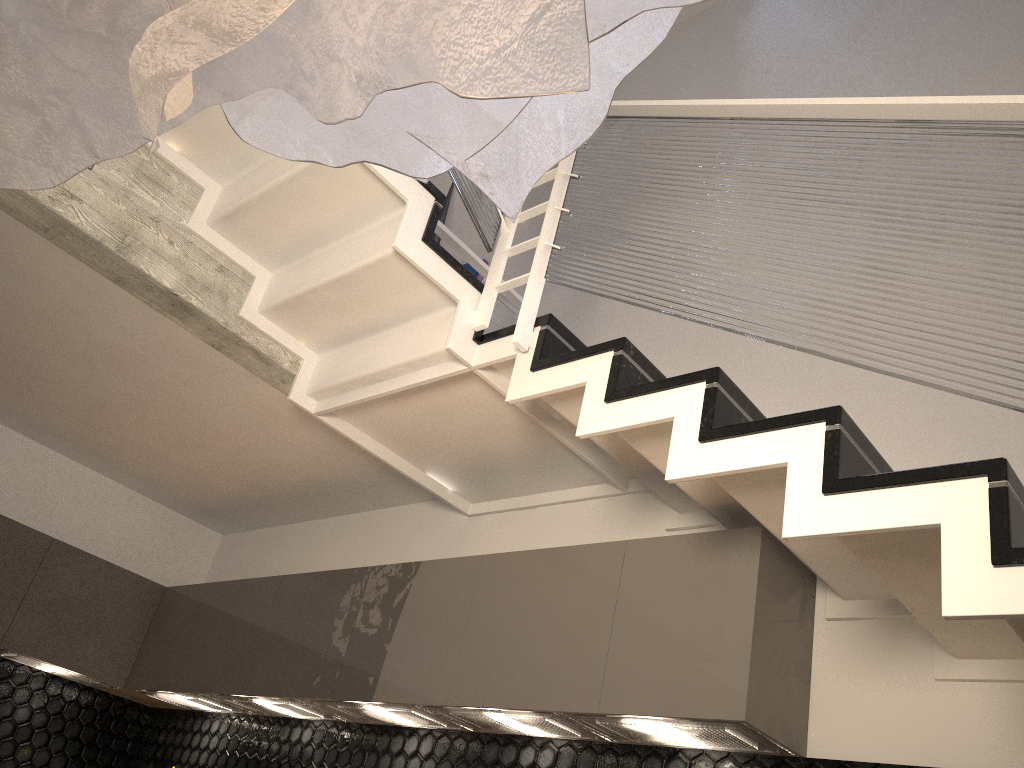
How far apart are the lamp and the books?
3.8m

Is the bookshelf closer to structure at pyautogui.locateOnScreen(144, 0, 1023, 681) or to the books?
the books

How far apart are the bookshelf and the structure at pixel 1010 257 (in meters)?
0.76

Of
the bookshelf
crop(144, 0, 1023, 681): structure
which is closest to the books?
the bookshelf

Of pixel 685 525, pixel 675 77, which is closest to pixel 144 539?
pixel 685 525

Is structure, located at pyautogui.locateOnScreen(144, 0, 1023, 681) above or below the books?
below

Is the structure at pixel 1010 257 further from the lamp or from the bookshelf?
the lamp

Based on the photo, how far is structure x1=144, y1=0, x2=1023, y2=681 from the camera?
1.7 meters

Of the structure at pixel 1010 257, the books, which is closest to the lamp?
the structure at pixel 1010 257

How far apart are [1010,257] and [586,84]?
1.4 meters
